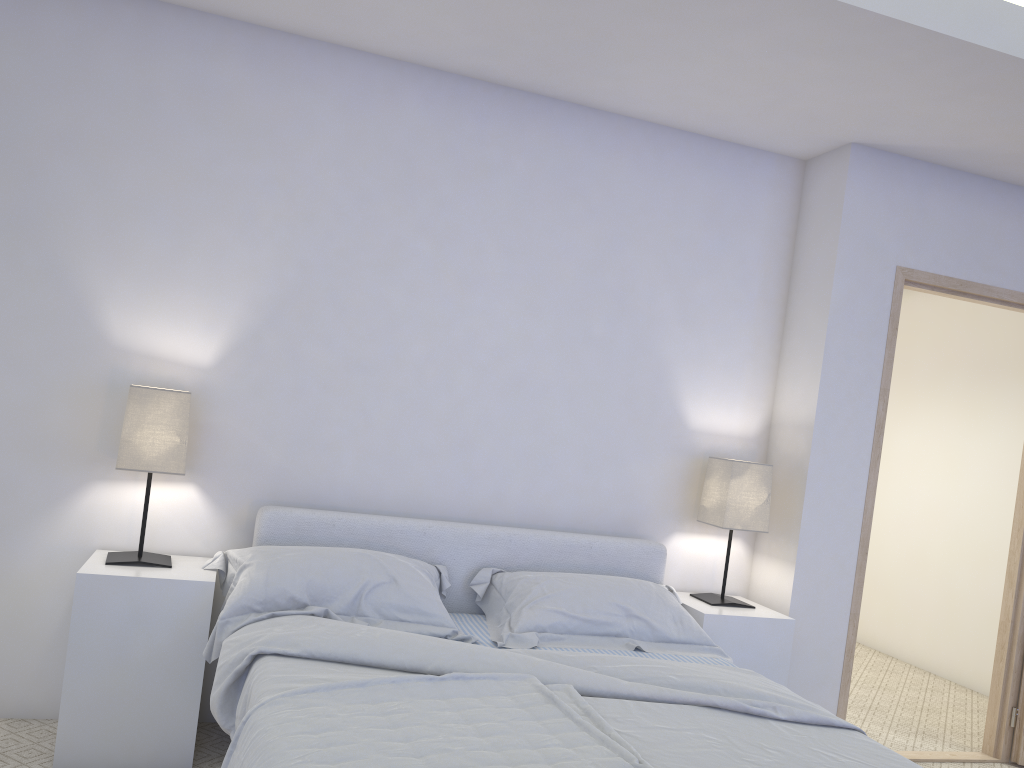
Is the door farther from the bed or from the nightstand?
the bed

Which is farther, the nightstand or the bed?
the nightstand

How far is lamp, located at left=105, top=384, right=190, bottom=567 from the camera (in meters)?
2.83

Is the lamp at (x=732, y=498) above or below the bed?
above

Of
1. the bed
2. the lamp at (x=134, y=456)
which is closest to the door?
the bed

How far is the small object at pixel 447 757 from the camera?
1.7m

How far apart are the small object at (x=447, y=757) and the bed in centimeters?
5cm

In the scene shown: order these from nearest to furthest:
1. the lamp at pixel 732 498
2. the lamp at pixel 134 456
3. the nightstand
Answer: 1. the nightstand
2. the lamp at pixel 134 456
3. the lamp at pixel 732 498

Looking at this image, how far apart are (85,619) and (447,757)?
1.5m

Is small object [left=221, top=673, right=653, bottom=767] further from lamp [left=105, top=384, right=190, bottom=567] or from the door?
the door
